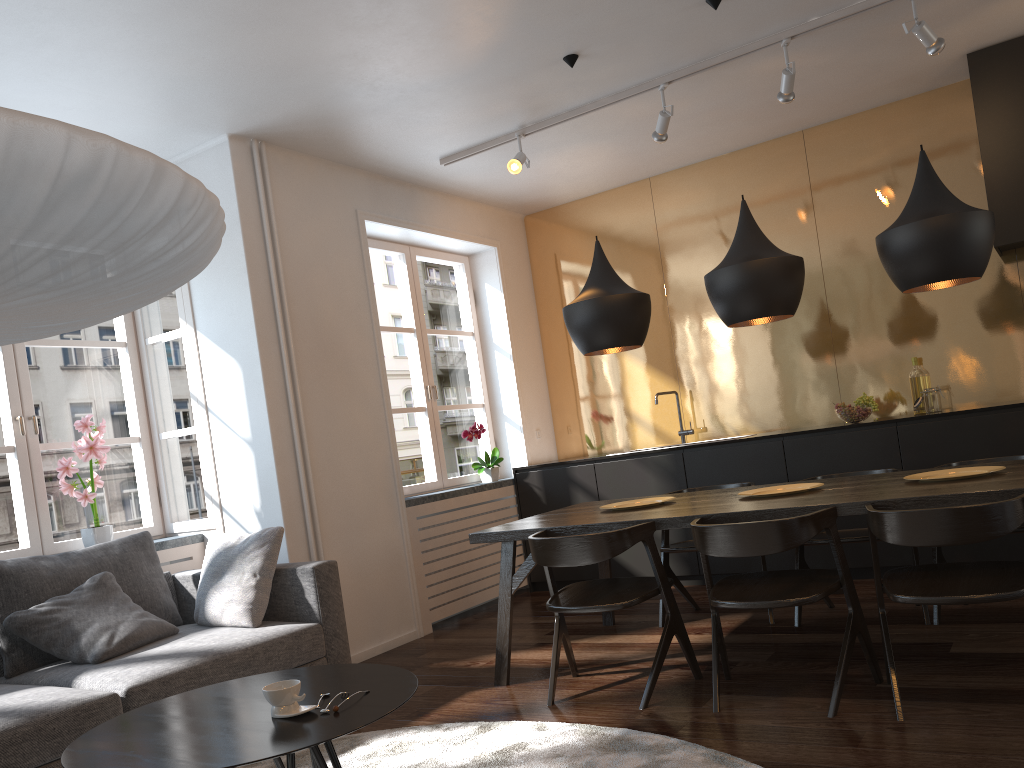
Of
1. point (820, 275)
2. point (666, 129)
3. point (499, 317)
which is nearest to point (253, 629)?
point (666, 129)

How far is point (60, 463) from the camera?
4.35m

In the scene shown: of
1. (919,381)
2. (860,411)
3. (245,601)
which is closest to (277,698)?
(245,601)

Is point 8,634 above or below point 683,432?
below

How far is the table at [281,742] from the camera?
1.9 meters

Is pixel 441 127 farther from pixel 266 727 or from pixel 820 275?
pixel 266 727

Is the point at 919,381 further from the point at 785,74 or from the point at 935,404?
the point at 785,74

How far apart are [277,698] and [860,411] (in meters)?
4.04

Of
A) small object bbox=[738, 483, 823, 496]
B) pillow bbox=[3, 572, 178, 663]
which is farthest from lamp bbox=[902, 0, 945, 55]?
pillow bbox=[3, 572, 178, 663]

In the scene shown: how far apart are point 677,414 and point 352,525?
2.6 meters
